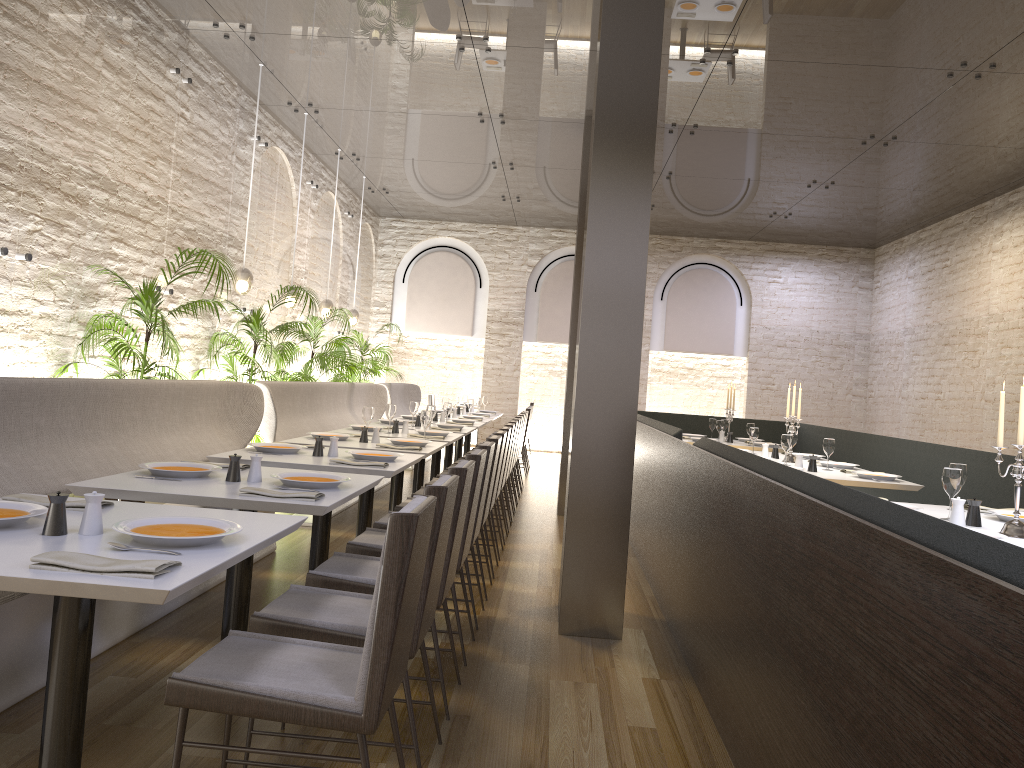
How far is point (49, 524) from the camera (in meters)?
2.25

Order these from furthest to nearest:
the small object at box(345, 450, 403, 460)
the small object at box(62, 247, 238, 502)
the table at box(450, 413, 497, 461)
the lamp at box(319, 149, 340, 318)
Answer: the table at box(450, 413, 497, 461) → the lamp at box(319, 149, 340, 318) → the small object at box(62, 247, 238, 502) → the small object at box(345, 450, 403, 460)

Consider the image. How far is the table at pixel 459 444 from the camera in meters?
11.6

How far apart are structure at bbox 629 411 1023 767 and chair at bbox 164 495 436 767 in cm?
100

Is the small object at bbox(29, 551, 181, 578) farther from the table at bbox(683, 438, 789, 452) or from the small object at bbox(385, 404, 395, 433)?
the table at bbox(683, 438, 789, 452)

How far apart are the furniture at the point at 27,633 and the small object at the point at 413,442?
1.1 meters

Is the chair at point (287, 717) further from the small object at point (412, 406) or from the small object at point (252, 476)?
the small object at point (412, 406)

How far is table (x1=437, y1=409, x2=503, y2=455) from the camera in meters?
12.8

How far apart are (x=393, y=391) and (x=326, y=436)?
6.8m

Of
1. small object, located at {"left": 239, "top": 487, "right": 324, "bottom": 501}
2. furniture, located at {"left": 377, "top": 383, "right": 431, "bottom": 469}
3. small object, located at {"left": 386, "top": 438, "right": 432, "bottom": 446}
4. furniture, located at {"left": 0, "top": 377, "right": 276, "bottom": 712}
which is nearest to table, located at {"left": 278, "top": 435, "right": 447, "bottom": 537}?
small object, located at {"left": 386, "top": 438, "right": 432, "bottom": 446}
